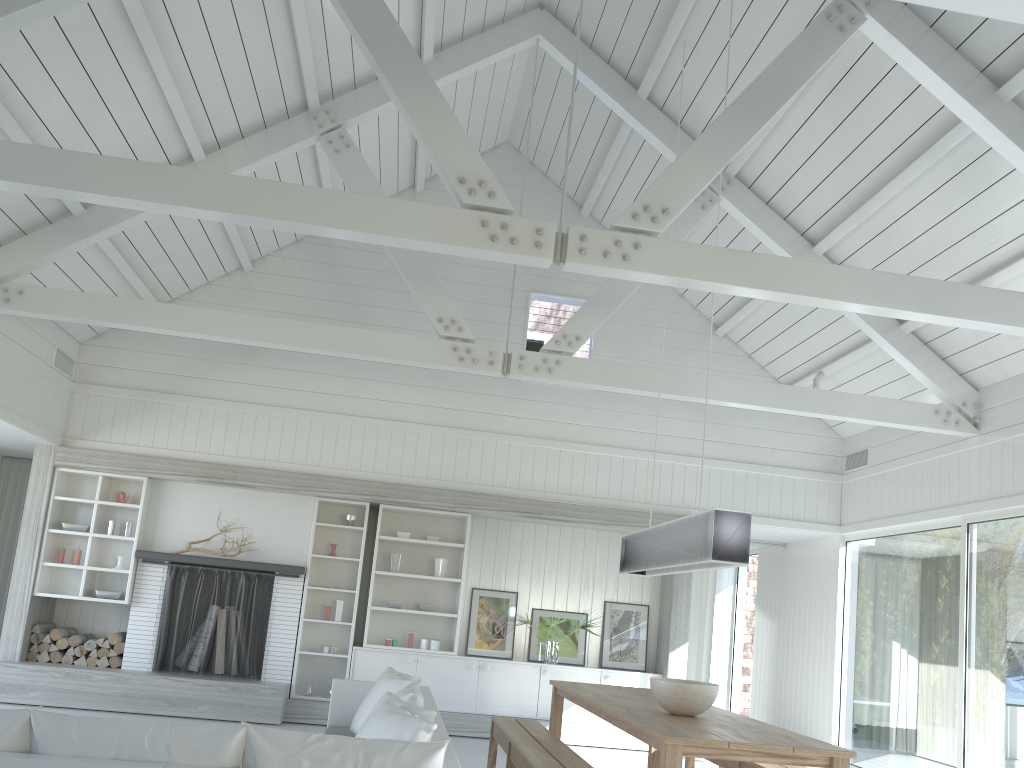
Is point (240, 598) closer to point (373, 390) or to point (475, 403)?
point (373, 390)

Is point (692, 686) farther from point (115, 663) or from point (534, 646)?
point (115, 663)

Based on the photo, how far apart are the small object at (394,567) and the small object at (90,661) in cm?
290

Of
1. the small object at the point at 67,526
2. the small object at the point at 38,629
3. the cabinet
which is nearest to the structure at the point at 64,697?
the cabinet

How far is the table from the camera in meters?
3.8

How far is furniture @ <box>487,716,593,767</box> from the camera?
4.6 meters

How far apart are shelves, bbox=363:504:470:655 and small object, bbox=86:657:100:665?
2.54m

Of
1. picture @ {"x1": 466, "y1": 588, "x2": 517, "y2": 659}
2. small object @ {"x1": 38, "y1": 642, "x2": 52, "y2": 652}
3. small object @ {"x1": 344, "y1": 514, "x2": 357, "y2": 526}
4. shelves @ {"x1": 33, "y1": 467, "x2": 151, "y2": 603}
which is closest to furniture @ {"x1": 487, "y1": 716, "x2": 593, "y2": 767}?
picture @ {"x1": 466, "y1": 588, "x2": 517, "y2": 659}

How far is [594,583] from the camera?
9.3 meters

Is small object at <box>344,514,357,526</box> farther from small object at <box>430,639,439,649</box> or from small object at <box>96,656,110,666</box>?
small object at <box>96,656,110,666</box>
